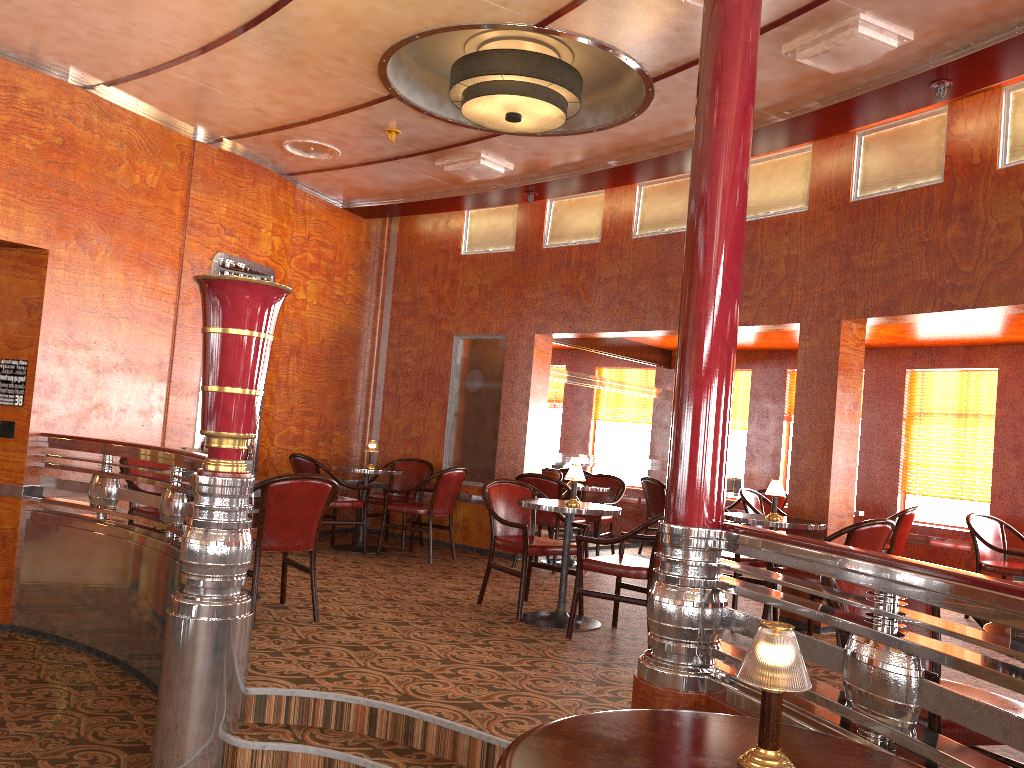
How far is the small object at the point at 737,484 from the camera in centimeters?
908cm

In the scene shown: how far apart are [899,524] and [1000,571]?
0.84m

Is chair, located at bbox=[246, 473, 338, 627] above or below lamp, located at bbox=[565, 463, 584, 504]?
below

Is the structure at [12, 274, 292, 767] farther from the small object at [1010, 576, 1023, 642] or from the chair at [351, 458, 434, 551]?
the chair at [351, 458, 434, 551]

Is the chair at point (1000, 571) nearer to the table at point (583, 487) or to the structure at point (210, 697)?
the table at point (583, 487)

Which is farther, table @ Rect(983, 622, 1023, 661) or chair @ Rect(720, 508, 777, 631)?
chair @ Rect(720, 508, 777, 631)

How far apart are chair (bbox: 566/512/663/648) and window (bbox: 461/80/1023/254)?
2.63m

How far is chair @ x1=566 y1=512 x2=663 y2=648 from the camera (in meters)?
4.80

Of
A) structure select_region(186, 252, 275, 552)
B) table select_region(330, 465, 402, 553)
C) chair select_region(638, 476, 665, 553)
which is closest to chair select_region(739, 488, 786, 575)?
chair select_region(638, 476, 665, 553)

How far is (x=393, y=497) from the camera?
8.3 meters
